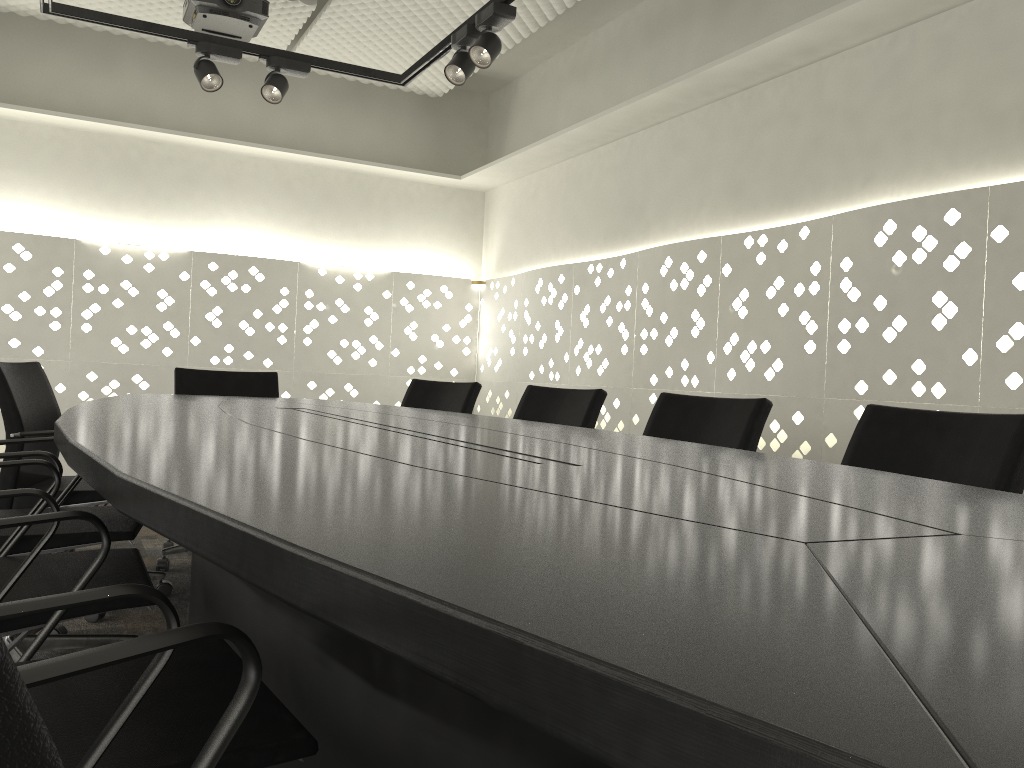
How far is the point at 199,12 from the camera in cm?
375

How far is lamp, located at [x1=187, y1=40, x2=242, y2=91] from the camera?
3.5m

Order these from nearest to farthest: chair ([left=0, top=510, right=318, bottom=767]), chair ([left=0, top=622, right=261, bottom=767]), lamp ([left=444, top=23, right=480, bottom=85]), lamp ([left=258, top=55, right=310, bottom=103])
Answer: chair ([left=0, top=622, right=261, bottom=767]), chair ([left=0, top=510, right=318, bottom=767]), lamp ([left=444, top=23, right=480, bottom=85]), lamp ([left=258, top=55, right=310, bottom=103])

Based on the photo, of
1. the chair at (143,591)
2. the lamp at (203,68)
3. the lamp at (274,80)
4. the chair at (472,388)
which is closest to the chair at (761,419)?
the chair at (472,388)

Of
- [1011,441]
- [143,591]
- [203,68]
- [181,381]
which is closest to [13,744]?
[143,591]

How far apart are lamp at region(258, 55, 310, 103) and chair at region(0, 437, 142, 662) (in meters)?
2.07

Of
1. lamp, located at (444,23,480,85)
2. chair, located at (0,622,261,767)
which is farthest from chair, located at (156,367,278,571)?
chair, located at (0,622,261,767)

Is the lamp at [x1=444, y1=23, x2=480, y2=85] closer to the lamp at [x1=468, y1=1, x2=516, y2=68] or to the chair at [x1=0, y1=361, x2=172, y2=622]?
the lamp at [x1=468, y1=1, x2=516, y2=68]

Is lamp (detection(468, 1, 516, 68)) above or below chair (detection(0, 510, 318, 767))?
above

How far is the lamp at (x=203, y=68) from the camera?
3.5m
